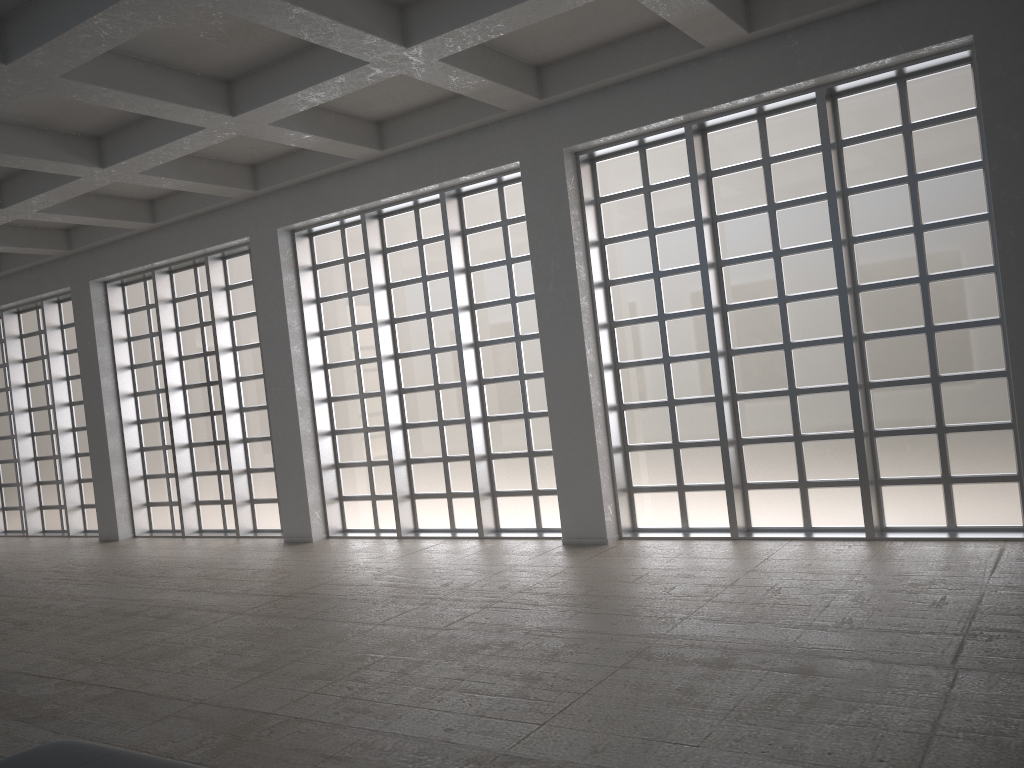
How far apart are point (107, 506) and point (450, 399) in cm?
1262

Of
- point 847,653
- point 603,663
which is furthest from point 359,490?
point 847,653

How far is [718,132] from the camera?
16.53m
